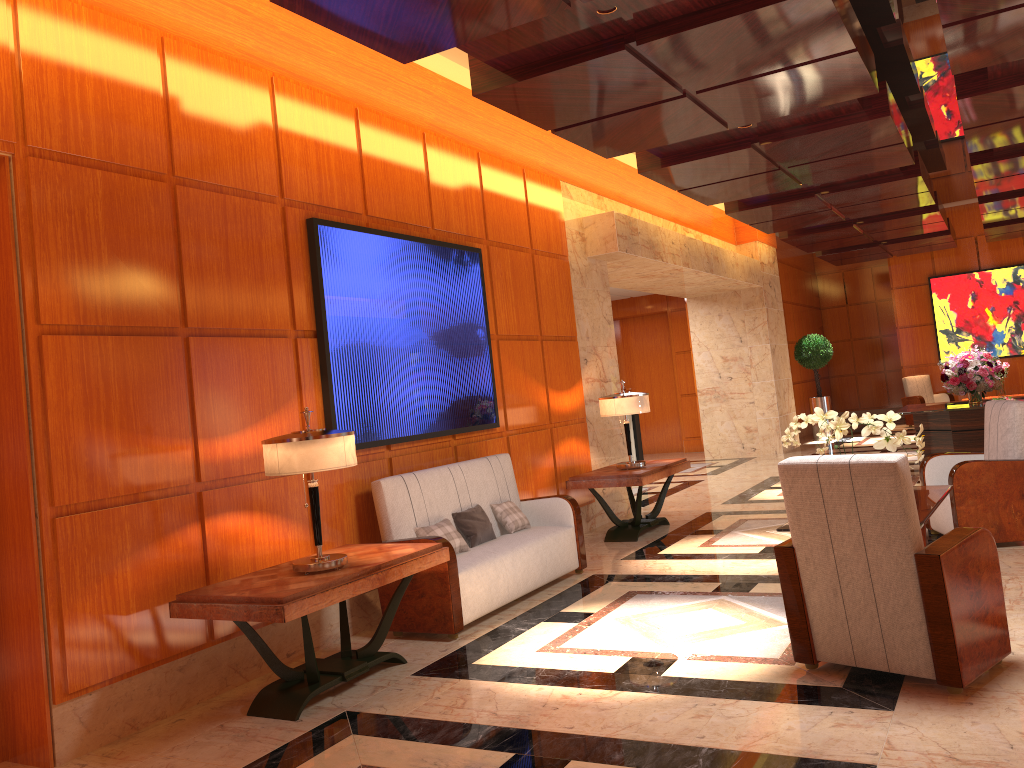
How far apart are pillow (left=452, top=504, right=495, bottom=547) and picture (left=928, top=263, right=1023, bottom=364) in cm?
1422

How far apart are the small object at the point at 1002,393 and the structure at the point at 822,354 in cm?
282

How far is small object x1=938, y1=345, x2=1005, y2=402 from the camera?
9.8 meters

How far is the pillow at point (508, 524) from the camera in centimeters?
630cm

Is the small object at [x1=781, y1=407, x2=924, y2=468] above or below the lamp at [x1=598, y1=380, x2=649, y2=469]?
below

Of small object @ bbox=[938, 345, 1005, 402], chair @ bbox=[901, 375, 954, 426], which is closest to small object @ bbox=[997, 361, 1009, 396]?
chair @ bbox=[901, 375, 954, 426]

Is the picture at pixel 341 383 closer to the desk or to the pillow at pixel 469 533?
the pillow at pixel 469 533

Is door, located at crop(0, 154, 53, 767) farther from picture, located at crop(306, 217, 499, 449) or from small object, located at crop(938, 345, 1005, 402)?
small object, located at crop(938, 345, 1005, 402)

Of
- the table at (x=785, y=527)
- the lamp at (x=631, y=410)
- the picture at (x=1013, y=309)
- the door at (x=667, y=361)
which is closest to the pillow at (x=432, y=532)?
the table at (x=785, y=527)

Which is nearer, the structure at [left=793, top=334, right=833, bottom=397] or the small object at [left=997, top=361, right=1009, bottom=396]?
the small object at [left=997, top=361, right=1009, bottom=396]
